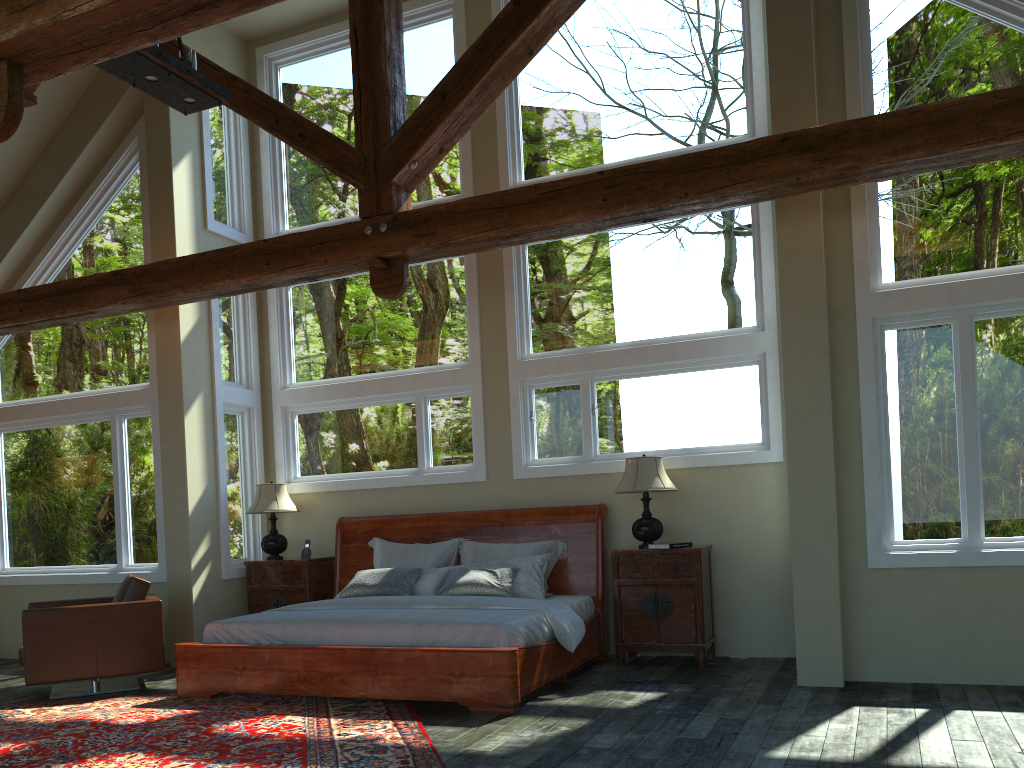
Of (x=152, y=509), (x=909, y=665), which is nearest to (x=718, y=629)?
(x=909, y=665)

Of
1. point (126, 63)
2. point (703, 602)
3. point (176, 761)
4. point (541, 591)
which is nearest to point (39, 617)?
point (176, 761)

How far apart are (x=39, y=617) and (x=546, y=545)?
3.9m

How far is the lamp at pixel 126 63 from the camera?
5.00m

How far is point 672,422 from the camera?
7.4m

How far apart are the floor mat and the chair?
0.2m

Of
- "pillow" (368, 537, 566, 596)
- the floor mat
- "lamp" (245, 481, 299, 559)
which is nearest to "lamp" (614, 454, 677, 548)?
"pillow" (368, 537, 566, 596)

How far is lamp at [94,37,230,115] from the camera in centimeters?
500cm

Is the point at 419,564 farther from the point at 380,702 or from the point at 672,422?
the point at 672,422

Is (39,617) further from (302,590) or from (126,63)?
(126,63)
